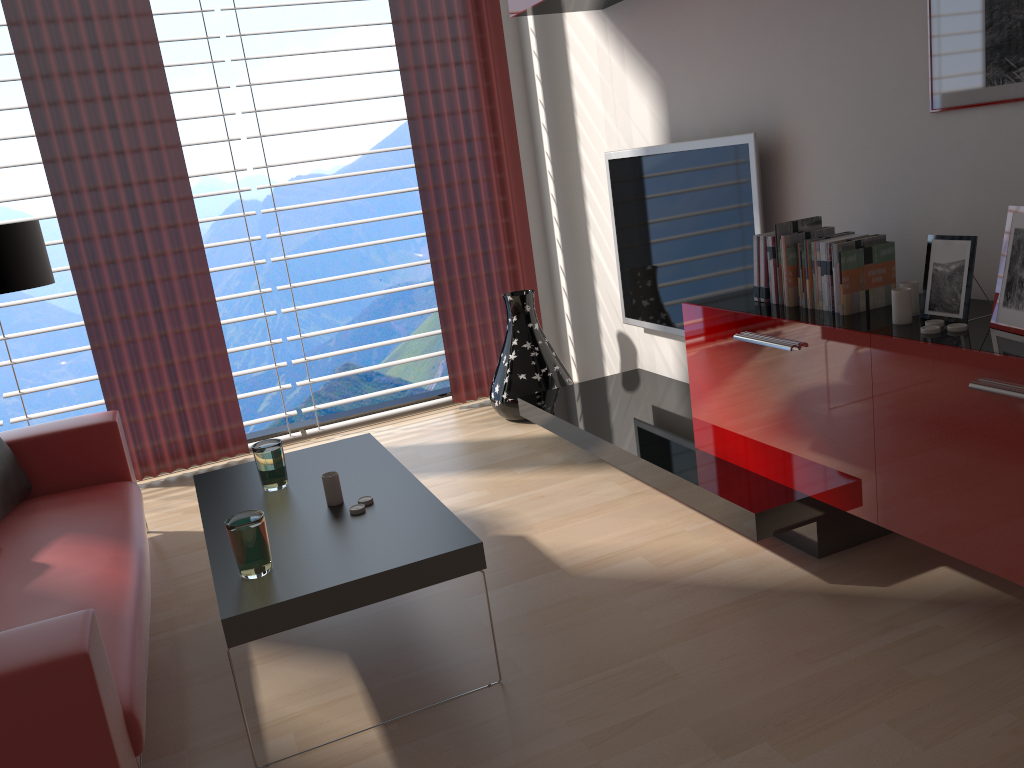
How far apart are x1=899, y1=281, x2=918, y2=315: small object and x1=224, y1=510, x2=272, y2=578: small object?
2.59m

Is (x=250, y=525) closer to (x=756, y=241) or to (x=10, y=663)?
(x=10, y=663)

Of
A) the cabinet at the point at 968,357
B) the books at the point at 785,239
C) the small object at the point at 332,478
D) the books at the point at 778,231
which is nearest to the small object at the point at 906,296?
the cabinet at the point at 968,357

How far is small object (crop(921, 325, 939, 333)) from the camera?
3.18m

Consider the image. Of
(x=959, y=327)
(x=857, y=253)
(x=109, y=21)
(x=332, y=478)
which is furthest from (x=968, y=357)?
(x=109, y=21)

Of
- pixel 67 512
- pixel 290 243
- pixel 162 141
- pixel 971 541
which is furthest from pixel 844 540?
pixel 290 243

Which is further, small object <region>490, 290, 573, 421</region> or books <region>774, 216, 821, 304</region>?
small object <region>490, 290, 573, 421</region>

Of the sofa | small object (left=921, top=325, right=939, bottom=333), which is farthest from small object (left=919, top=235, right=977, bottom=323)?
the sofa

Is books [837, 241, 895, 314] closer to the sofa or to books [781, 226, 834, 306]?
books [781, 226, 834, 306]

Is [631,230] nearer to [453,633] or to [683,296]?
[683,296]
